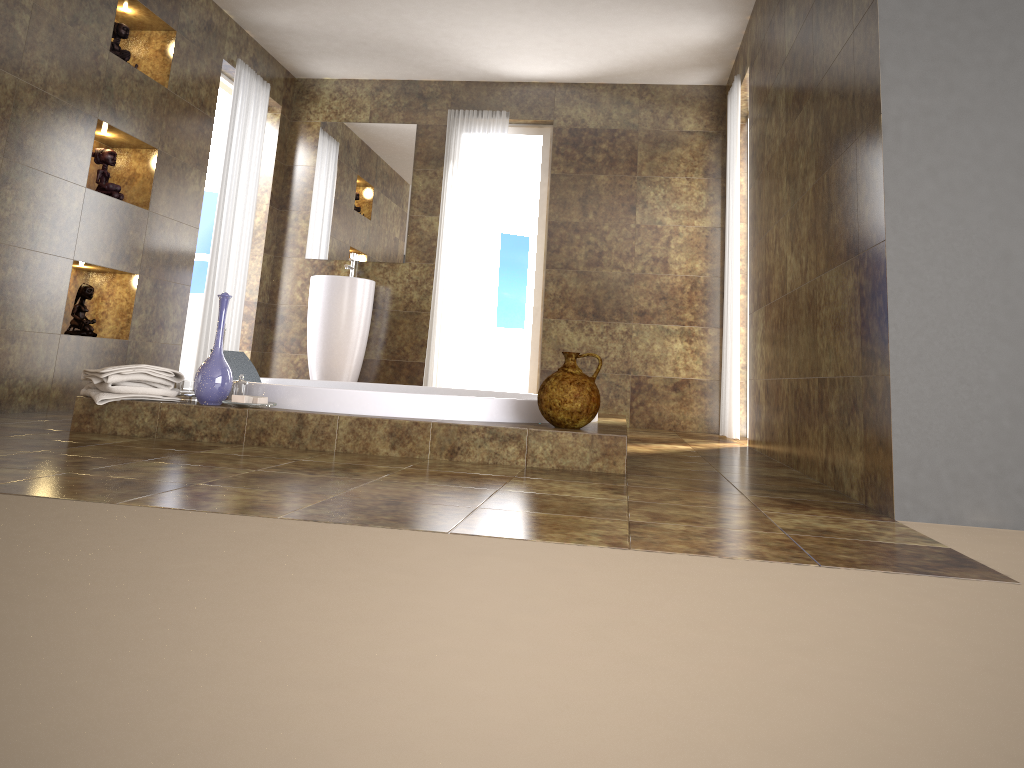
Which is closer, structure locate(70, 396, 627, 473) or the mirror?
structure locate(70, 396, 627, 473)

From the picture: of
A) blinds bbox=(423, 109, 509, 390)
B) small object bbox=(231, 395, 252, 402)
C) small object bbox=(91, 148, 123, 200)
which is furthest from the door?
small object bbox=(231, 395, 252, 402)

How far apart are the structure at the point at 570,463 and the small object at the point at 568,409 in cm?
3

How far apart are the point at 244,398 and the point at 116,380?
0.5 meters

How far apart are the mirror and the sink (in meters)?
0.33

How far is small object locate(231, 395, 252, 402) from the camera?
3.2m

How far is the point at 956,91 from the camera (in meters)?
2.31

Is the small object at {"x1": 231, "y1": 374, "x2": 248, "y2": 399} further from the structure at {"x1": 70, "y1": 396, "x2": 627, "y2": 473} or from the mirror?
the mirror

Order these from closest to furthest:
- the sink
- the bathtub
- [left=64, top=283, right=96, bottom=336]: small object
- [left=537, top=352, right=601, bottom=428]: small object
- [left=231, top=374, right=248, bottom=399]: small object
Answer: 1. [left=537, top=352, right=601, bottom=428]: small object
2. the bathtub
3. [left=231, top=374, right=248, bottom=399]: small object
4. [left=64, top=283, right=96, bottom=336]: small object
5. the sink

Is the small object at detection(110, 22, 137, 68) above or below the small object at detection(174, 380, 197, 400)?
above
